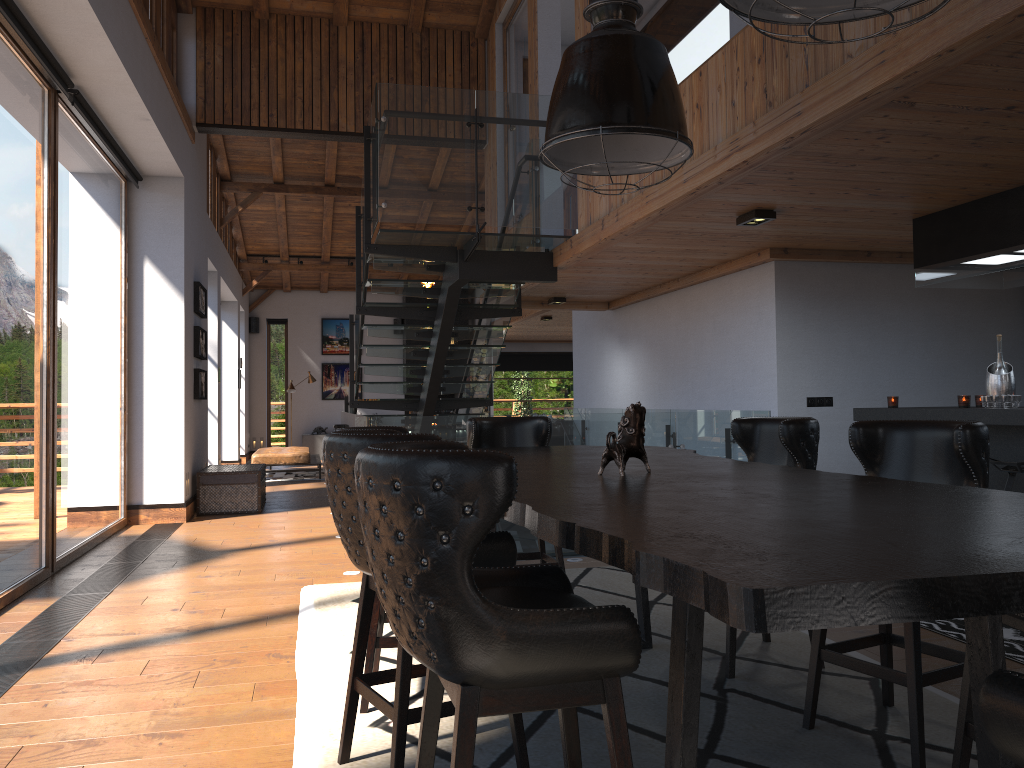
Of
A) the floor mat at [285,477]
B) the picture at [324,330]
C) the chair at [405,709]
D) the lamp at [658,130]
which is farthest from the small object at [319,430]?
the chair at [405,709]

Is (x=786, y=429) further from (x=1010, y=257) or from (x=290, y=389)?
(x=290, y=389)

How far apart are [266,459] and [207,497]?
4.4 meters

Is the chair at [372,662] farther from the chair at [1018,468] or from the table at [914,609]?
the chair at [1018,468]

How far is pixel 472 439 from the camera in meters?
5.0 m

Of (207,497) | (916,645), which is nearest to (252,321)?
(207,497)

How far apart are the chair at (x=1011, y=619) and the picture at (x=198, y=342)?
8.9m

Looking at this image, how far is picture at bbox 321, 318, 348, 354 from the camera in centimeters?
1970cm

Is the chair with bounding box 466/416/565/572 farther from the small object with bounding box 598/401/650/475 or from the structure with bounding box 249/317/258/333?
the structure with bounding box 249/317/258/333

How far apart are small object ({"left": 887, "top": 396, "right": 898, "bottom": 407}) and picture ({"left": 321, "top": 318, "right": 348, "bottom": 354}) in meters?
15.0
